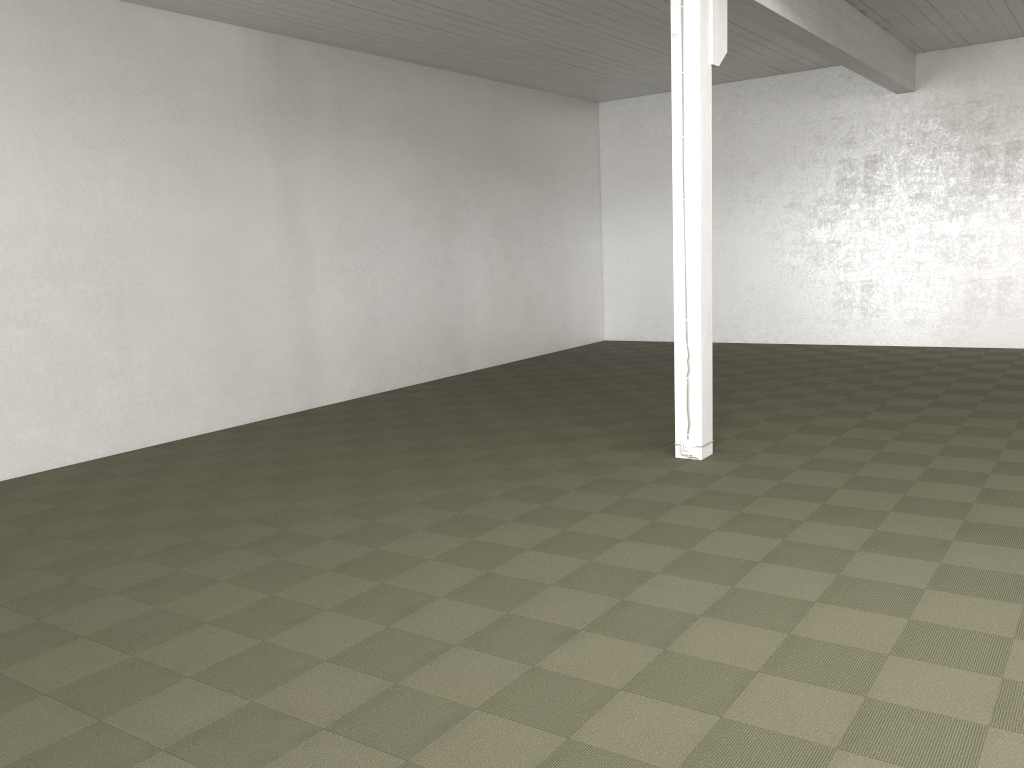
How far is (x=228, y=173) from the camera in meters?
10.2
